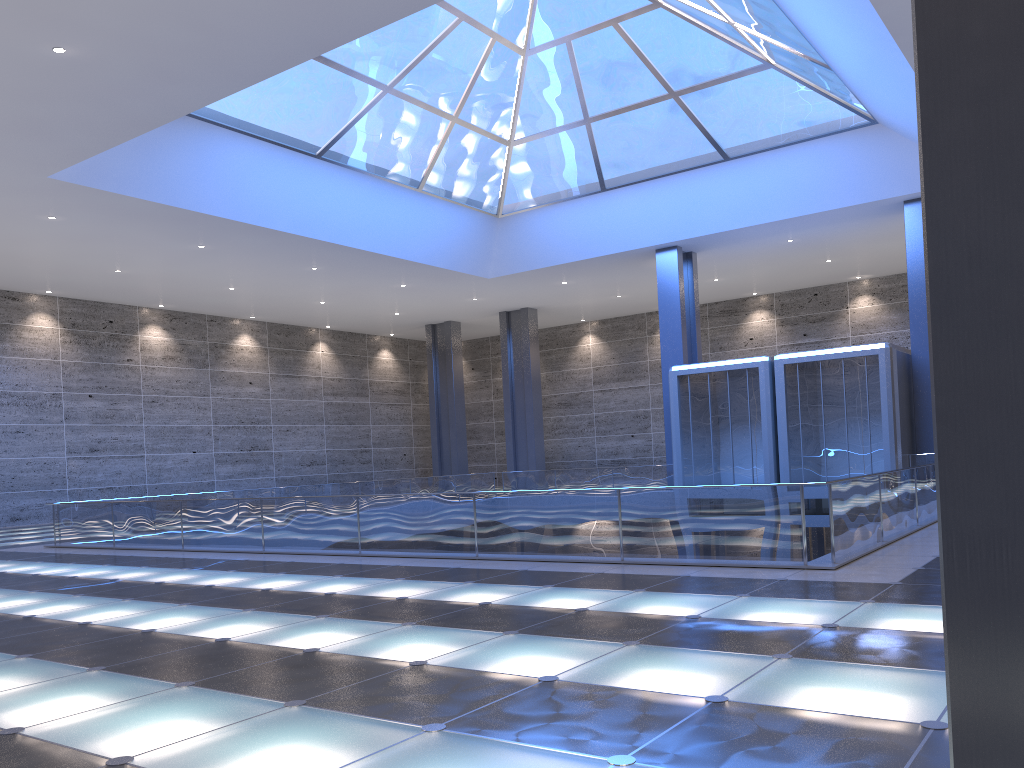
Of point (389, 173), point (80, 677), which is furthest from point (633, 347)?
point (80, 677)
